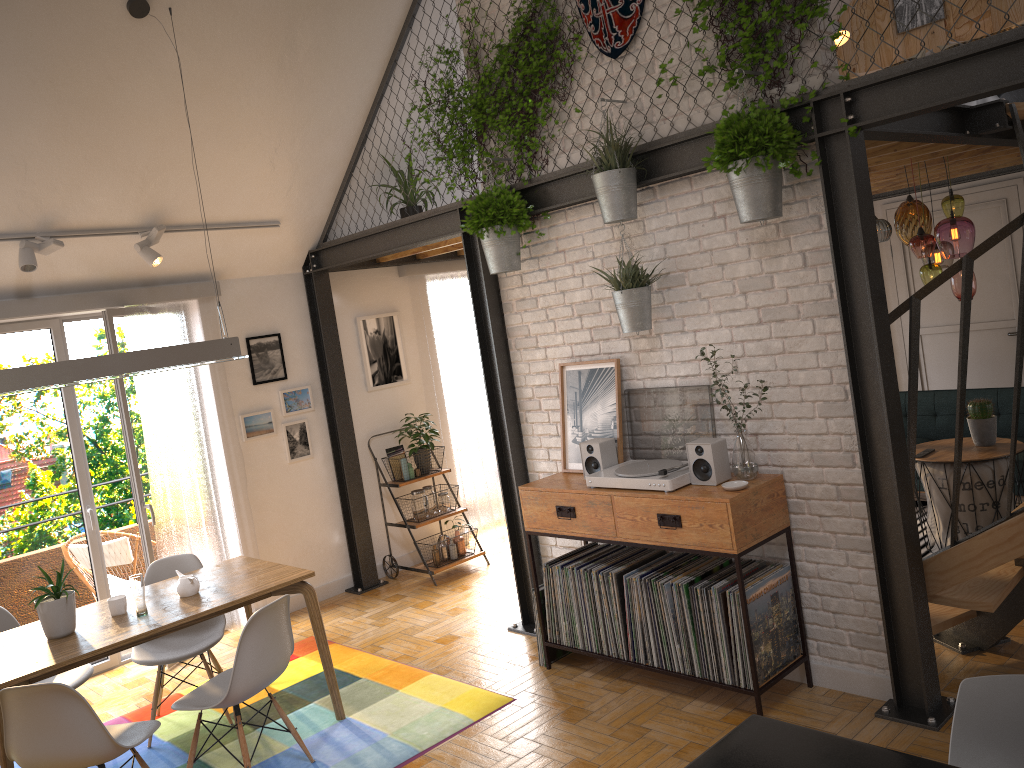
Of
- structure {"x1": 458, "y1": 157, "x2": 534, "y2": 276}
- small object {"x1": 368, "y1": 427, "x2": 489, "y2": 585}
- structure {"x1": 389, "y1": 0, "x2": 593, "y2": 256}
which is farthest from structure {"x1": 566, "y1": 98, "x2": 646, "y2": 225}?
small object {"x1": 368, "y1": 427, "x2": 489, "y2": 585}

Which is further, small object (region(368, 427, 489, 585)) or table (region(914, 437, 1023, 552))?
small object (region(368, 427, 489, 585))

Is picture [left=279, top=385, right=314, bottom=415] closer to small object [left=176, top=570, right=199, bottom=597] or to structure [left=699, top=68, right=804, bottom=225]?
small object [left=176, top=570, right=199, bottom=597]

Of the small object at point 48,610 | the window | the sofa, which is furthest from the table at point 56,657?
the sofa

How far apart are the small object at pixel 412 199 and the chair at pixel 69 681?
3.35m

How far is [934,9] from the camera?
7.48m

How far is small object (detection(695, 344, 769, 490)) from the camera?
3.87m

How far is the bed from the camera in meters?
5.9

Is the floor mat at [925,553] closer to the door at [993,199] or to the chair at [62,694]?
the door at [993,199]

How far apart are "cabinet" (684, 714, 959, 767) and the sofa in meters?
5.3 m
